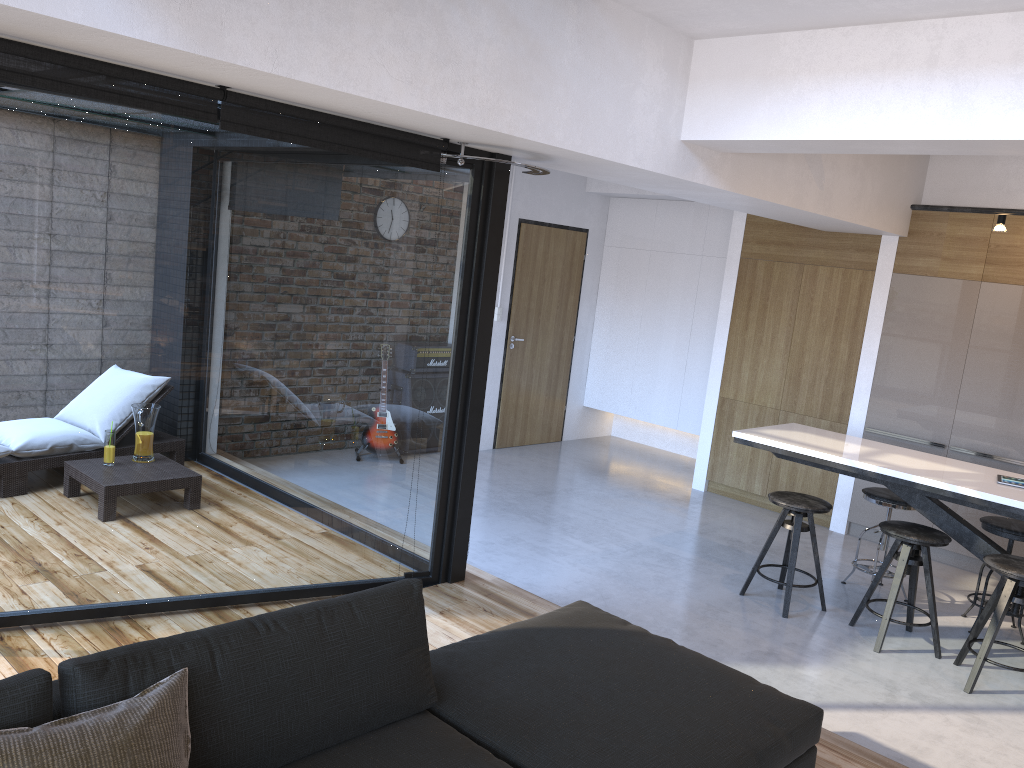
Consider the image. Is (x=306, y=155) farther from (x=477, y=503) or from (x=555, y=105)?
(x=477, y=503)

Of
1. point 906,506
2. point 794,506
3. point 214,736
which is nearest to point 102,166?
point 214,736

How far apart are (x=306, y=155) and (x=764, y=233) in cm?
453

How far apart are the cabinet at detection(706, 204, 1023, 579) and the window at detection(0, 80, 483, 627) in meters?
2.0 m

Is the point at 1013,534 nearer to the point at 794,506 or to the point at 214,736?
the point at 794,506

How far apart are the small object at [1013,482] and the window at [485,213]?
2.8 meters

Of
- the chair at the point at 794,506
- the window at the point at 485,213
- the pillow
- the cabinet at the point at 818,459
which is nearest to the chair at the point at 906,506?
the cabinet at the point at 818,459

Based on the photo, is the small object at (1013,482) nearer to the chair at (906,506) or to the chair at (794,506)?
the chair at (906,506)

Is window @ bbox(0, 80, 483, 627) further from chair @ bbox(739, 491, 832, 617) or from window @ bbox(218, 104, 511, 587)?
chair @ bbox(739, 491, 832, 617)

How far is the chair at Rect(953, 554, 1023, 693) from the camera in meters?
4.2
